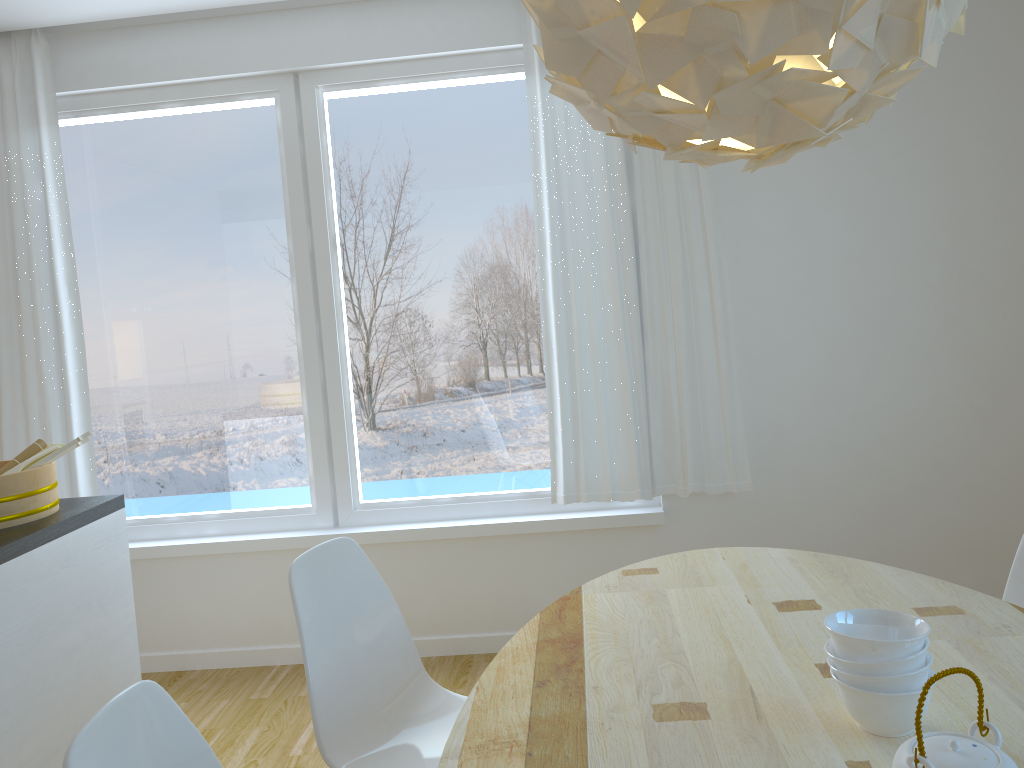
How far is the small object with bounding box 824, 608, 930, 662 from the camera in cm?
131

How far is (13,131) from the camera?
3.6 meters

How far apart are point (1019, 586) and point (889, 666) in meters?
1.2 m

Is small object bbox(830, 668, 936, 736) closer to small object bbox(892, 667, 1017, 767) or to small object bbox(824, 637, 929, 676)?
small object bbox(824, 637, 929, 676)

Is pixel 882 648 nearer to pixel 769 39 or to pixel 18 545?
pixel 769 39

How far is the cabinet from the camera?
2.1 meters

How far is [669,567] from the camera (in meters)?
2.26

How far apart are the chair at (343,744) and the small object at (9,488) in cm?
90

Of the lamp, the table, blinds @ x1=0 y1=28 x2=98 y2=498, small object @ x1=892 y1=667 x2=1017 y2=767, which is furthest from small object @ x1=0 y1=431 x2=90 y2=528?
small object @ x1=892 y1=667 x2=1017 y2=767

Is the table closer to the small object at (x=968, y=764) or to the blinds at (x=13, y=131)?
the small object at (x=968, y=764)
